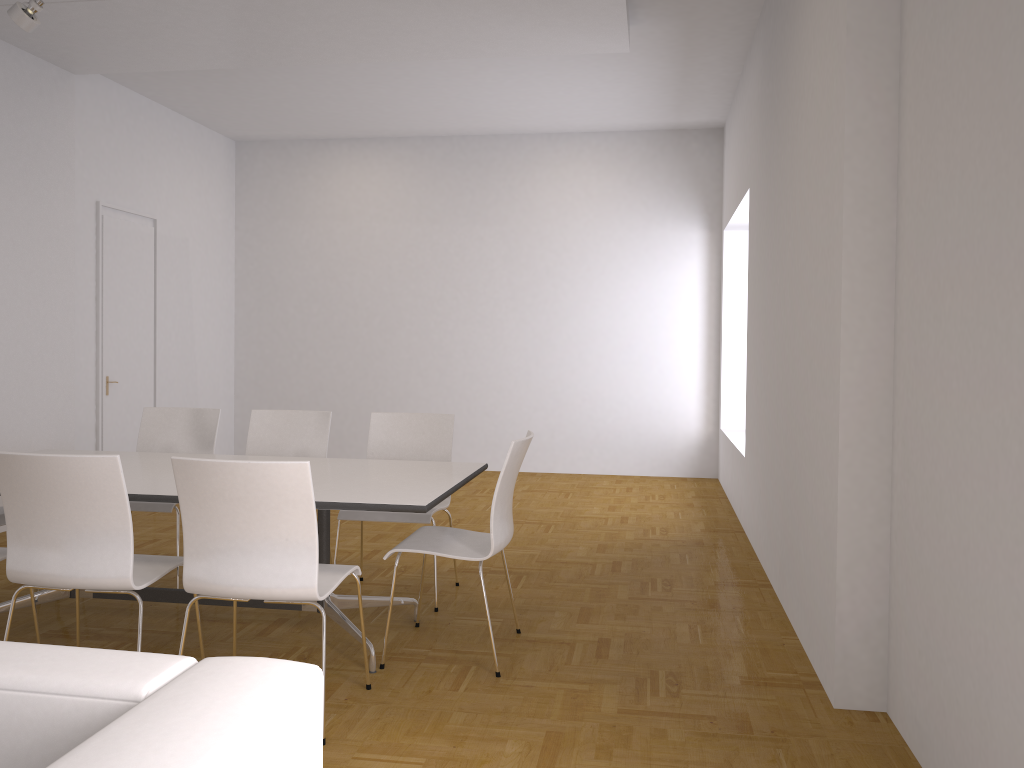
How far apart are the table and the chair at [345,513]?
0.3m

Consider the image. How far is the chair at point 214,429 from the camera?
5.02m

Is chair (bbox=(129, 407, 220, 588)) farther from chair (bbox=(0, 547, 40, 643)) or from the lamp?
the lamp

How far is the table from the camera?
3.3 meters

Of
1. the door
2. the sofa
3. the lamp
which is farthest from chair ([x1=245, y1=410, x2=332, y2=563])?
the sofa

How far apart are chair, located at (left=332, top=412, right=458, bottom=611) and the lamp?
2.76m

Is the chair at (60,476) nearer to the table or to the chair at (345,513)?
the table

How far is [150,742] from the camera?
1.0 meters

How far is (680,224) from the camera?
8.9m

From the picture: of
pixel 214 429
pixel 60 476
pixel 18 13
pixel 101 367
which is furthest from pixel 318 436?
pixel 101 367
